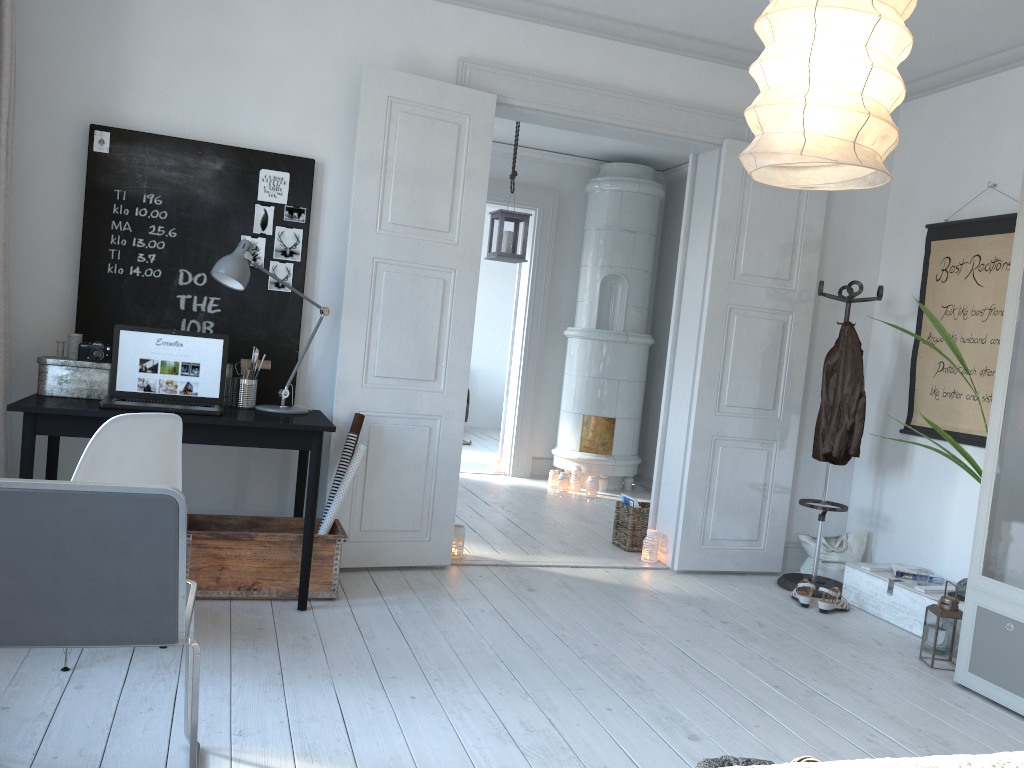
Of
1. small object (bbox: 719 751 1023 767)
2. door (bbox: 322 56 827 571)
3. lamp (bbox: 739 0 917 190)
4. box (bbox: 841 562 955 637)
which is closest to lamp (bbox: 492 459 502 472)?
door (bbox: 322 56 827 571)

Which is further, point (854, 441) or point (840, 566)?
point (840, 566)

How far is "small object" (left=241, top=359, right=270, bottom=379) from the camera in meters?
4.0 m

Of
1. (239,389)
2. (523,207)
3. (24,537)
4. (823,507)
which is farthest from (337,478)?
(523,207)

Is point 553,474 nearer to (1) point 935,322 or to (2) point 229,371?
(2) point 229,371

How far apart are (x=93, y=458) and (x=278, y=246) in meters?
1.6

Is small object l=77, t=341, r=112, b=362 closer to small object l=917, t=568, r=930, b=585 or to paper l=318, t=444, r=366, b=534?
paper l=318, t=444, r=366, b=534

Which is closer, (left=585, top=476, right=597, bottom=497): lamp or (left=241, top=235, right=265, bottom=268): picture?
(left=241, top=235, right=265, bottom=268): picture

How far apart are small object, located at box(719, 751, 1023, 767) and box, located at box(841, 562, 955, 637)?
2.8m

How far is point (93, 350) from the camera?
3.56m
